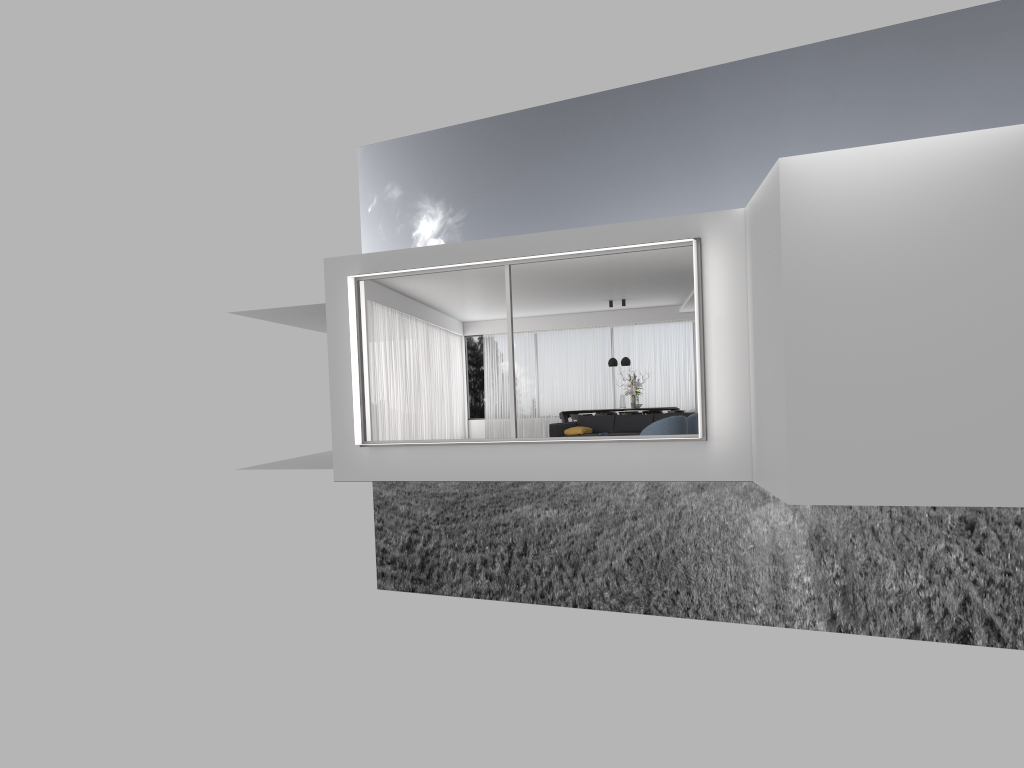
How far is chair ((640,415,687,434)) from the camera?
12.50m

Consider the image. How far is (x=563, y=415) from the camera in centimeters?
1981cm

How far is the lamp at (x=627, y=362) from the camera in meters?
19.4

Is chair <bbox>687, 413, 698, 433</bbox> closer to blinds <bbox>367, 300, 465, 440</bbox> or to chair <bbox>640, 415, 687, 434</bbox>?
chair <bbox>640, 415, 687, 434</bbox>

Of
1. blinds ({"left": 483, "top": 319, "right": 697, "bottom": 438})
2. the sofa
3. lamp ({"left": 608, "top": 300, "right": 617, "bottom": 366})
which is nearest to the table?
lamp ({"left": 608, "top": 300, "right": 617, "bottom": 366})

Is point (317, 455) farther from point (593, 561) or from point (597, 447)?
point (593, 561)

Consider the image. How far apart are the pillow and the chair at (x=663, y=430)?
2.9 meters

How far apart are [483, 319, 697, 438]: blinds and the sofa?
5.53m

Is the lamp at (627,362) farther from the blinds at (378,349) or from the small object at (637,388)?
the blinds at (378,349)

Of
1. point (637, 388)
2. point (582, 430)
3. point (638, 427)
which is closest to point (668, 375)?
point (637, 388)
